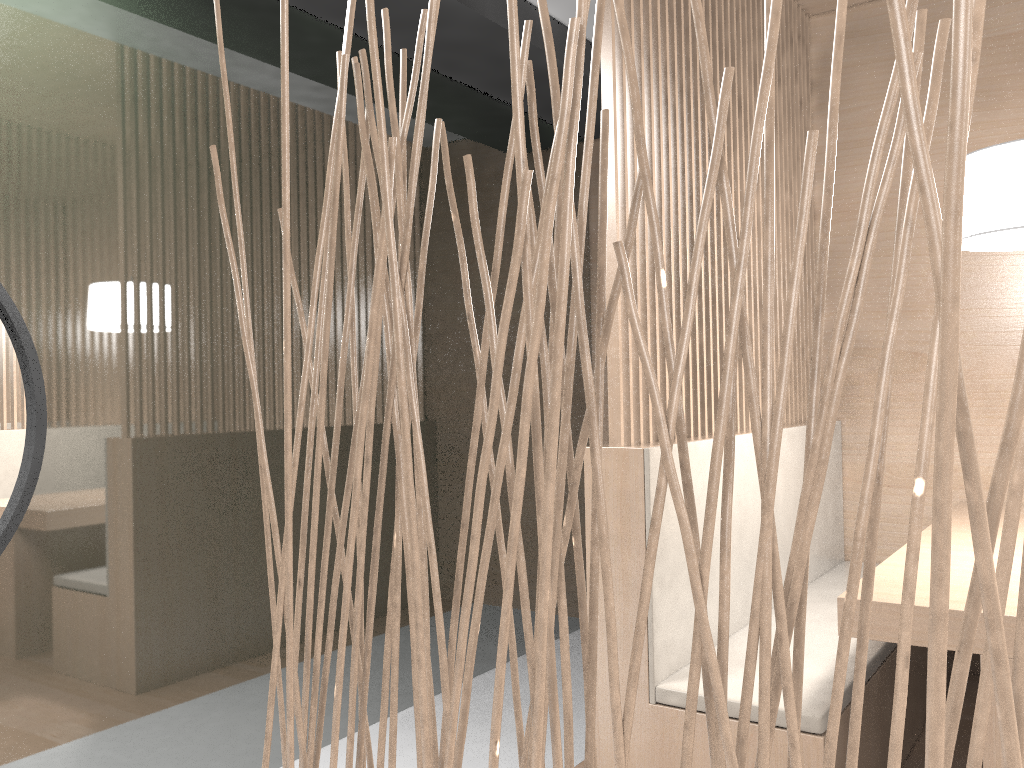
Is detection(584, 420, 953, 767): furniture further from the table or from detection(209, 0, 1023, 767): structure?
detection(209, 0, 1023, 767): structure

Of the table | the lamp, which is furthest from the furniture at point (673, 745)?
the lamp

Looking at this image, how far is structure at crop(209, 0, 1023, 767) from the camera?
0.3m

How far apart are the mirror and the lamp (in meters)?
1.36

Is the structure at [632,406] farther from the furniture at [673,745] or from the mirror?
the mirror

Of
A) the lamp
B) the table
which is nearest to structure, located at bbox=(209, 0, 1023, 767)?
the table

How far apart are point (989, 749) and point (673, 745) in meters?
0.4 m

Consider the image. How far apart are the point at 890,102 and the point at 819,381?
0.13m

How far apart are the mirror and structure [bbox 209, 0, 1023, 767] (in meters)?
0.80

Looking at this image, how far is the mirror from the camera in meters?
1.2 m
